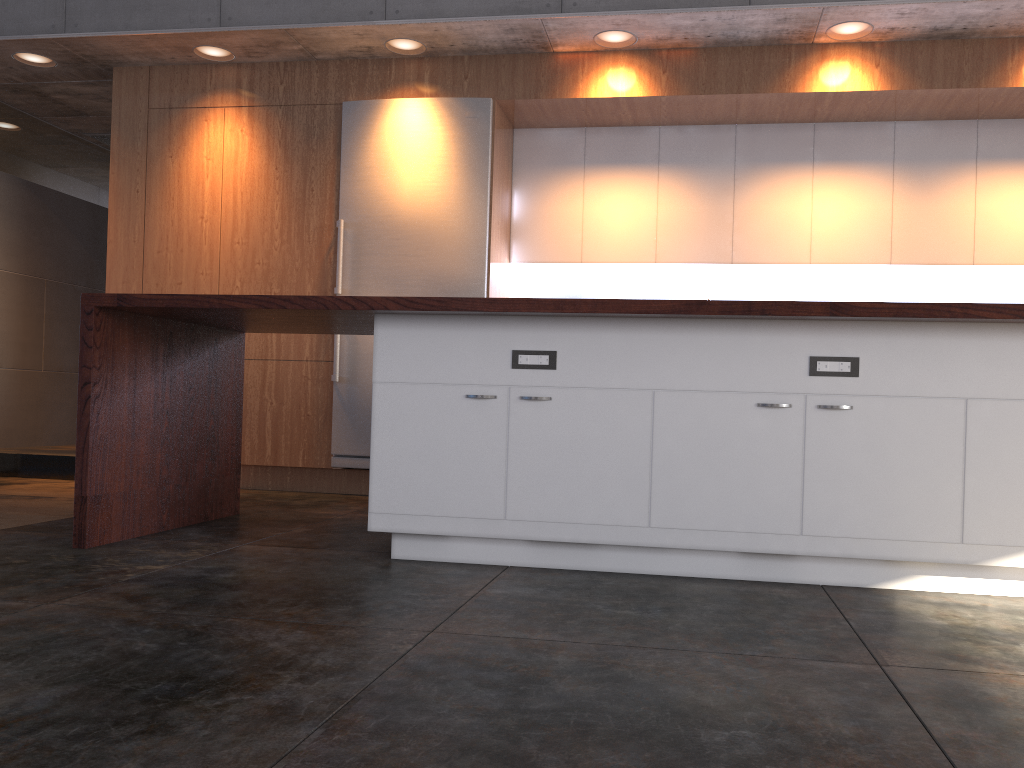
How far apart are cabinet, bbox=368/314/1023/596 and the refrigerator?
2.1m

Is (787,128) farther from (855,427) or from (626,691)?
(626,691)

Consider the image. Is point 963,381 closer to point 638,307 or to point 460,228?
point 638,307

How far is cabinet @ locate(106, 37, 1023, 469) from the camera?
5.1 meters

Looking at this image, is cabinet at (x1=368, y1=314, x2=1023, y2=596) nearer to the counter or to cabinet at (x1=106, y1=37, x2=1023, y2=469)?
the counter

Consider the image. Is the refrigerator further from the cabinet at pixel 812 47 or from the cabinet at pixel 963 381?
the cabinet at pixel 963 381

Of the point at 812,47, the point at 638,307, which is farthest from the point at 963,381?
the point at 812,47

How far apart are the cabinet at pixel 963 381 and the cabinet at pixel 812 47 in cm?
221

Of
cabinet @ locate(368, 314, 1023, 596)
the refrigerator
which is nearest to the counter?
cabinet @ locate(368, 314, 1023, 596)

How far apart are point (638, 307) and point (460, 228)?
2.6 meters
